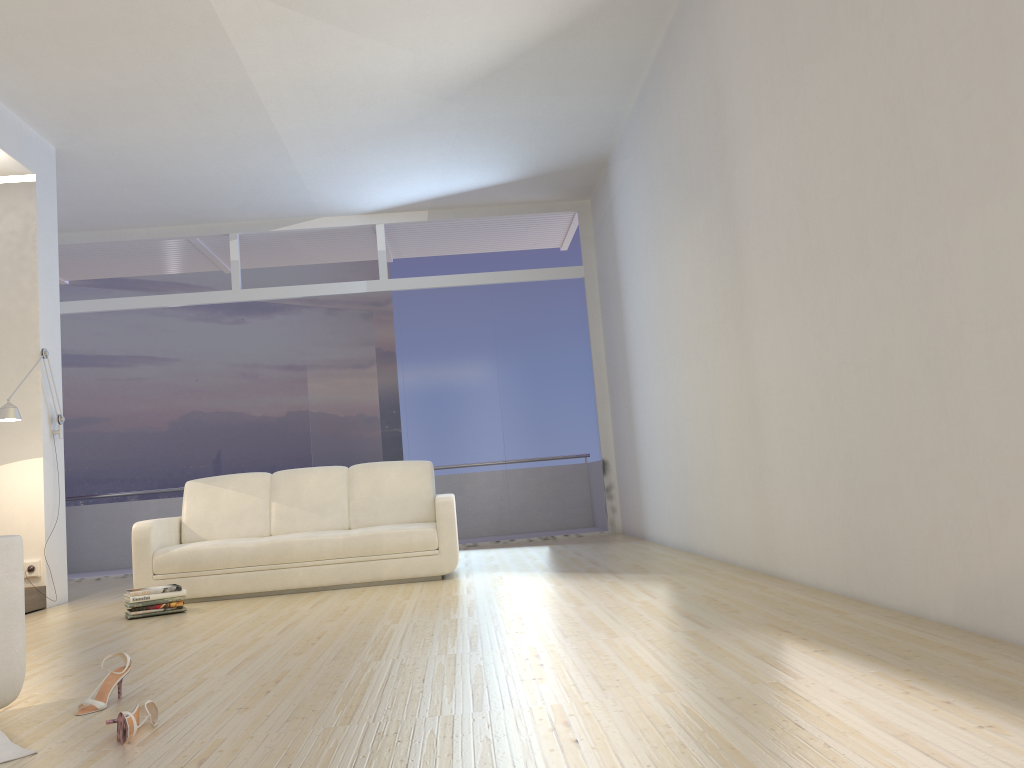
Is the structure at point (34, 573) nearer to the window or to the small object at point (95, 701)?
the window

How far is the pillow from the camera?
2.33m

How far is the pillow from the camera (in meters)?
2.33

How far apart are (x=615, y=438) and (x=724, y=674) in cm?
659

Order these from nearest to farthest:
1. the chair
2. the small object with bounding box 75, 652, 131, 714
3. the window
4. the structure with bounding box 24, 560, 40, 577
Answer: the chair → the small object with bounding box 75, 652, 131, 714 → the structure with bounding box 24, 560, 40, 577 → the window

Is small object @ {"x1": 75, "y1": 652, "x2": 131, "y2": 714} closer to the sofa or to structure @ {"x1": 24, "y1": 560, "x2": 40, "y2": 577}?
the sofa

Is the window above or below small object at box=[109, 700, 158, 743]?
above

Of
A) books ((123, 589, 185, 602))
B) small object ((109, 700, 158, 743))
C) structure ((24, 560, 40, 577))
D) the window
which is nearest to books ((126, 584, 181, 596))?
books ((123, 589, 185, 602))

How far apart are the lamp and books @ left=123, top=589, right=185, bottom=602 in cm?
157

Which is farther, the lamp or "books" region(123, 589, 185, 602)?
the lamp
